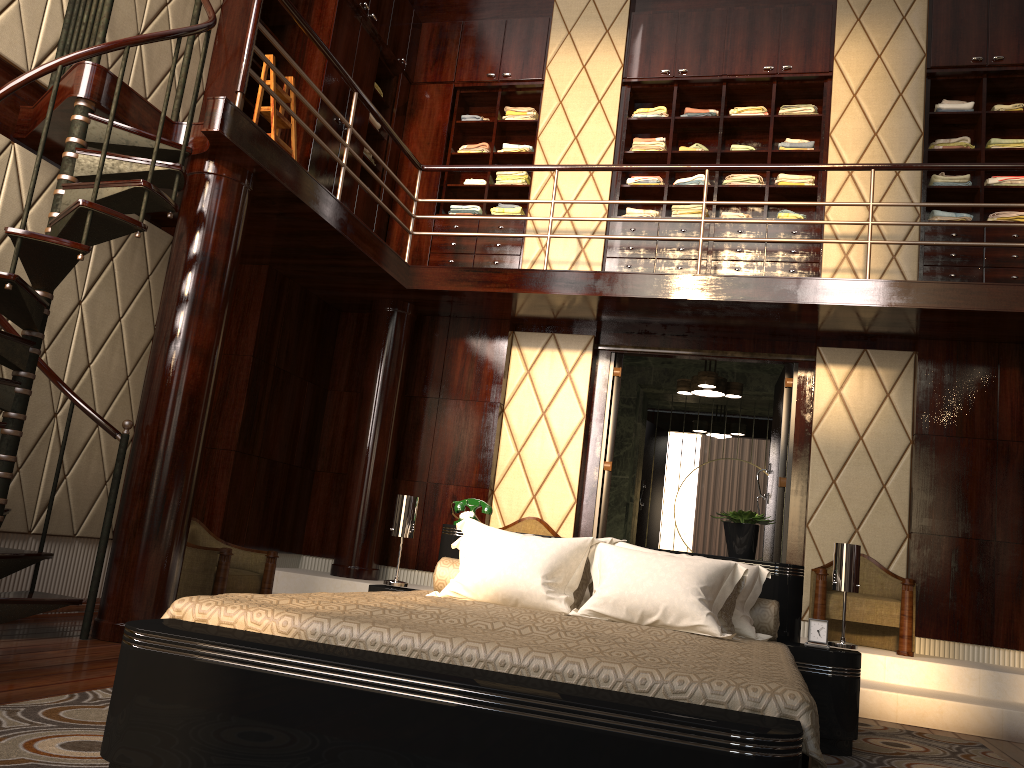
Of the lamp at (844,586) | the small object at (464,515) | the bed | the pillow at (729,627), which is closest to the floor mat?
the bed

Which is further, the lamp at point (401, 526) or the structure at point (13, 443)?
the lamp at point (401, 526)

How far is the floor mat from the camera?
1.99m

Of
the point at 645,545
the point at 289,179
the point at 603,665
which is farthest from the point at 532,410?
the point at 603,665

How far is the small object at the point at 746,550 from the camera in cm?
365

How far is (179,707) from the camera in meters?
1.8

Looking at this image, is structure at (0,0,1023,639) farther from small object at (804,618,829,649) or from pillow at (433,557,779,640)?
small object at (804,618,829,649)

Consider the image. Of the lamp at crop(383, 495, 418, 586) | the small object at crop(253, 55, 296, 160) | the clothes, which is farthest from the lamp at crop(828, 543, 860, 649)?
the small object at crop(253, 55, 296, 160)

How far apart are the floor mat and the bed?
0.03m

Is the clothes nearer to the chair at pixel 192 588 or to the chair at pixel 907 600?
the chair at pixel 907 600
